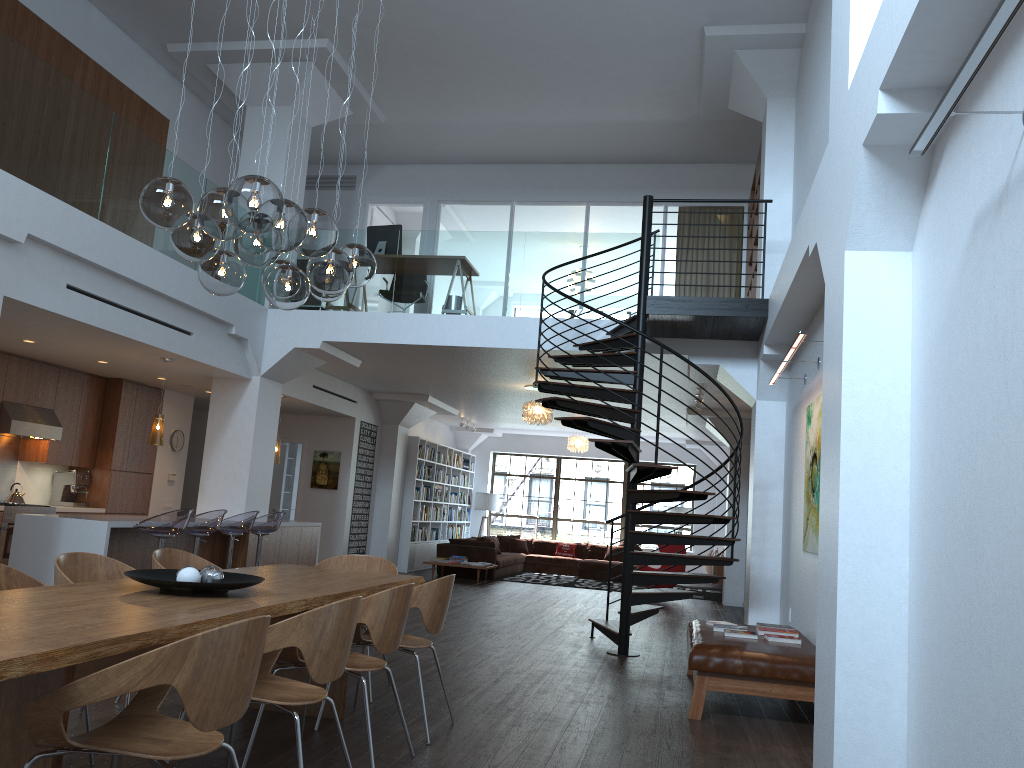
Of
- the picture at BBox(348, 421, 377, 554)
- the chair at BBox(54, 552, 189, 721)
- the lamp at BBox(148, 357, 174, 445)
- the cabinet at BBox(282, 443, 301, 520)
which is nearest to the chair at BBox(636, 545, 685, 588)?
the picture at BBox(348, 421, 377, 554)

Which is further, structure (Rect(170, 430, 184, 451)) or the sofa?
the sofa

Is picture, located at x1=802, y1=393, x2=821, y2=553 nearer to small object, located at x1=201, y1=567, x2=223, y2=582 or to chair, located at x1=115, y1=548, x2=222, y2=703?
chair, located at x1=115, y1=548, x2=222, y2=703

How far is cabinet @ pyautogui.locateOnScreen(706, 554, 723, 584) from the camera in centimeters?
1465cm

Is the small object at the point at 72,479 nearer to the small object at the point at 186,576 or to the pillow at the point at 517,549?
the small object at the point at 186,576

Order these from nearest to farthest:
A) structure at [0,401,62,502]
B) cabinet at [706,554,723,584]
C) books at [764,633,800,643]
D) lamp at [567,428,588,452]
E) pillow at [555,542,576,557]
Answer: books at [764,633,800,643], structure at [0,401,62,502], cabinet at [706,554,723,584], lamp at [567,428,588,452], pillow at [555,542,576,557]

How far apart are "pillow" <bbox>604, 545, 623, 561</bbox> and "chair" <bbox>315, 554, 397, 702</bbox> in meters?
13.0

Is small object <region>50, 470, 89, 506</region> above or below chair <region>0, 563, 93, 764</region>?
above

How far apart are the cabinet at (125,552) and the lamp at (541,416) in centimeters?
326cm

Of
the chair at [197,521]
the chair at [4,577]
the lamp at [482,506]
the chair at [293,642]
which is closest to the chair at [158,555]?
the chair at [4,577]
